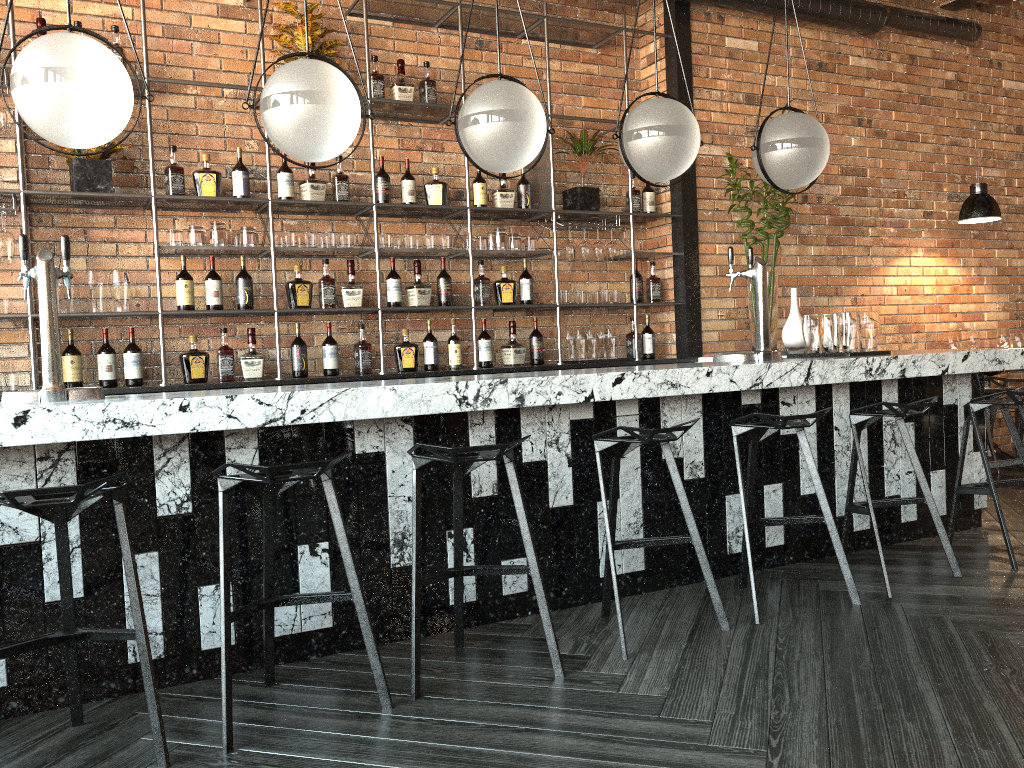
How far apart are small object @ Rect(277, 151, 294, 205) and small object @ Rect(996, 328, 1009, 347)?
4.9m

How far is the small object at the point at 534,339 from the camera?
5.5 meters

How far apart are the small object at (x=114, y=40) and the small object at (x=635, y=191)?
3.1 meters

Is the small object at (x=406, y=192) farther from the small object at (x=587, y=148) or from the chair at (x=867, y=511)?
the chair at (x=867, y=511)

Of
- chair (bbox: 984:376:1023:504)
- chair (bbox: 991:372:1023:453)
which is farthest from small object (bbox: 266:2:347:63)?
chair (bbox: 991:372:1023:453)

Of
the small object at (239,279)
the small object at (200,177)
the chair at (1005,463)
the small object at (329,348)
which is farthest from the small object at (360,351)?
the chair at (1005,463)

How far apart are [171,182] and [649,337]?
3.0m

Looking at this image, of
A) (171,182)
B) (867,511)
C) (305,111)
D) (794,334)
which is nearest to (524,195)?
(794,334)

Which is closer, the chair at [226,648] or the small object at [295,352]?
the chair at [226,648]

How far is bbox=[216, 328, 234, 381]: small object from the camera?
4.6 meters
